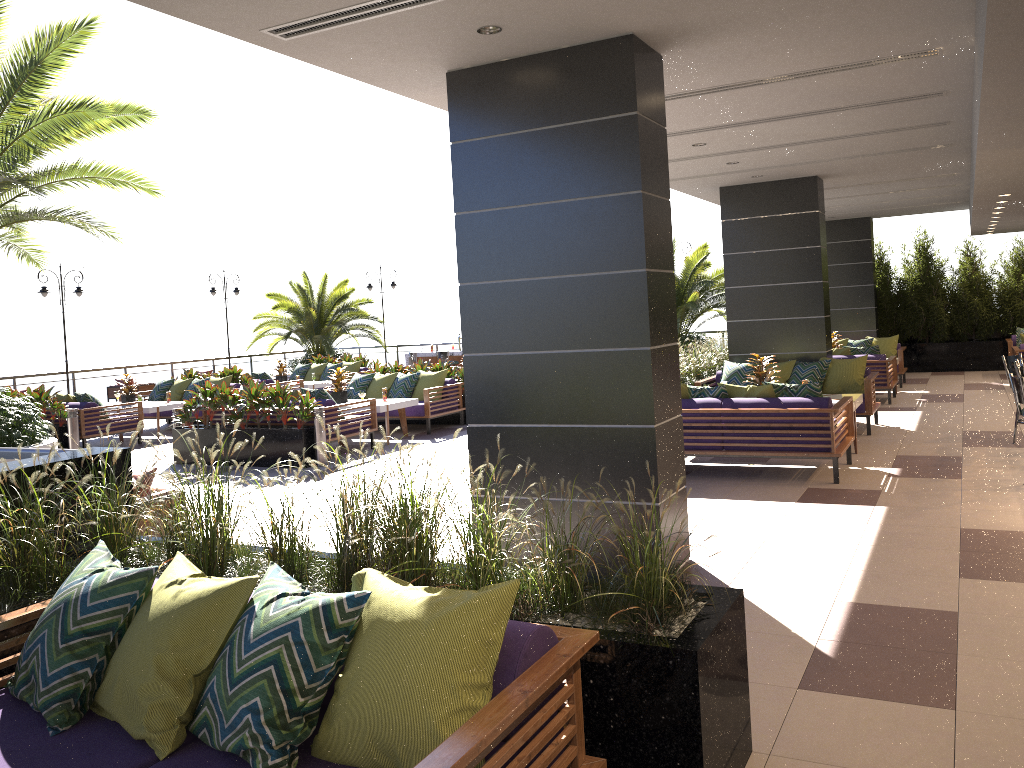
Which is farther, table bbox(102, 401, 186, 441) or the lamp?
the lamp

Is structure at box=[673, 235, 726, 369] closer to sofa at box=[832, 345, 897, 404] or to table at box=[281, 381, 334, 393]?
sofa at box=[832, 345, 897, 404]

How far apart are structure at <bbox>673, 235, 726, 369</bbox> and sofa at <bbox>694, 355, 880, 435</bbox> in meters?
5.6 m

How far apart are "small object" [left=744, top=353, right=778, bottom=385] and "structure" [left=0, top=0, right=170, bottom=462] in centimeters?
748cm

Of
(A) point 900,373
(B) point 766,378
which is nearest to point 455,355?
(A) point 900,373

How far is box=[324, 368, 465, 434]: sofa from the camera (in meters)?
13.05

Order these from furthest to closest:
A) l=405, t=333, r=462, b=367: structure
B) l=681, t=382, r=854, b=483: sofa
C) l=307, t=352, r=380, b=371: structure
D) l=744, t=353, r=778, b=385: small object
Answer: l=405, t=333, r=462, b=367: structure < l=307, t=352, r=380, b=371: structure < l=744, t=353, r=778, b=385: small object < l=681, t=382, r=854, b=483: sofa

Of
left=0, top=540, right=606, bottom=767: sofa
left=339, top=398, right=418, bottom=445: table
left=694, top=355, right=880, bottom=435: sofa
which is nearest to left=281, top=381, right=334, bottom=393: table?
left=339, top=398, right=418, bottom=445: table

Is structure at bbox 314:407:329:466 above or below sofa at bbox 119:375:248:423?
below

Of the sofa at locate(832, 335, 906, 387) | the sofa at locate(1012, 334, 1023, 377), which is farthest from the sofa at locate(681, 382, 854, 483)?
the sofa at locate(832, 335, 906, 387)
